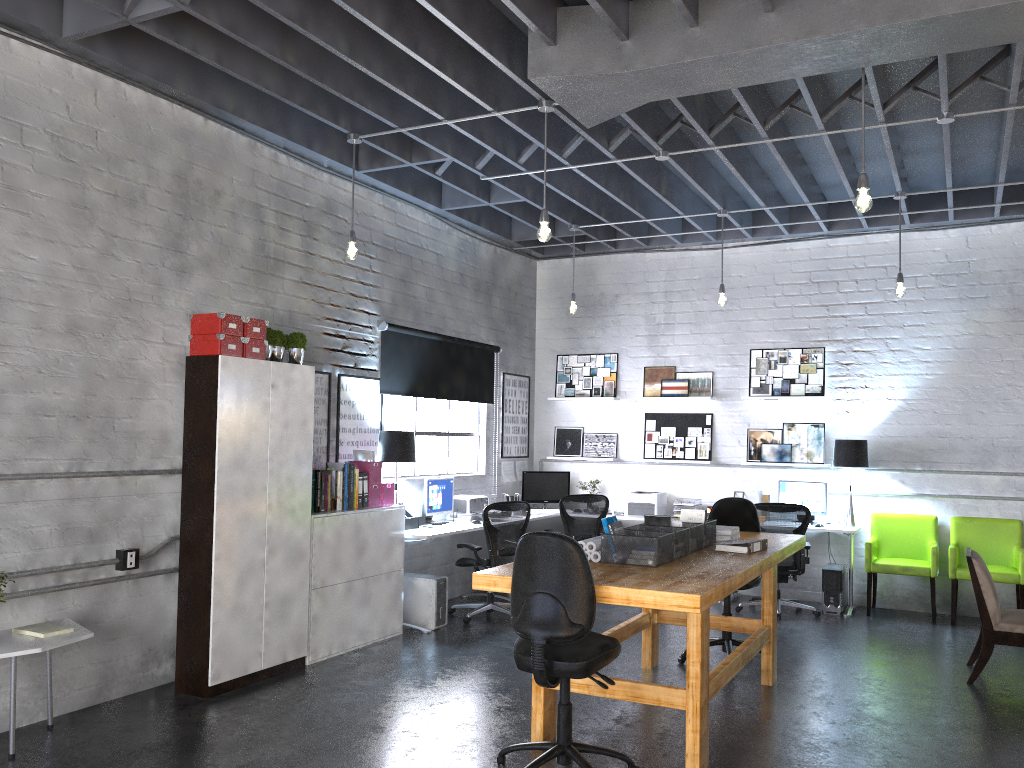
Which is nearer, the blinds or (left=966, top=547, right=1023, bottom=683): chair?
(left=966, top=547, right=1023, bottom=683): chair

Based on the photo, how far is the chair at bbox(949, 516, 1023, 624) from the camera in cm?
769

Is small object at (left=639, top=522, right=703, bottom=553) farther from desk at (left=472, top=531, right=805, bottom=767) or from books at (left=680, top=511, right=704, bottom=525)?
books at (left=680, top=511, right=704, bottom=525)

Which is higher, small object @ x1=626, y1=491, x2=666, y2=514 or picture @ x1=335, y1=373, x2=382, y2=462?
picture @ x1=335, y1=373, x2=382, y2=462

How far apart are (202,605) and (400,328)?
3.17m

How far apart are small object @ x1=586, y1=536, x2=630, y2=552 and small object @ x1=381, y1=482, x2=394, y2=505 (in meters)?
2.67

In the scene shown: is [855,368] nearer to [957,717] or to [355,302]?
[957,717]

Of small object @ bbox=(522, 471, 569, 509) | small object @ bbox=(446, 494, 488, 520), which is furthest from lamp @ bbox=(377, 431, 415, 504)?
small object @ bbox=(522, 471, 569, 509)

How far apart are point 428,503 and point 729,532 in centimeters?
305cm

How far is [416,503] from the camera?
7.7 meters
